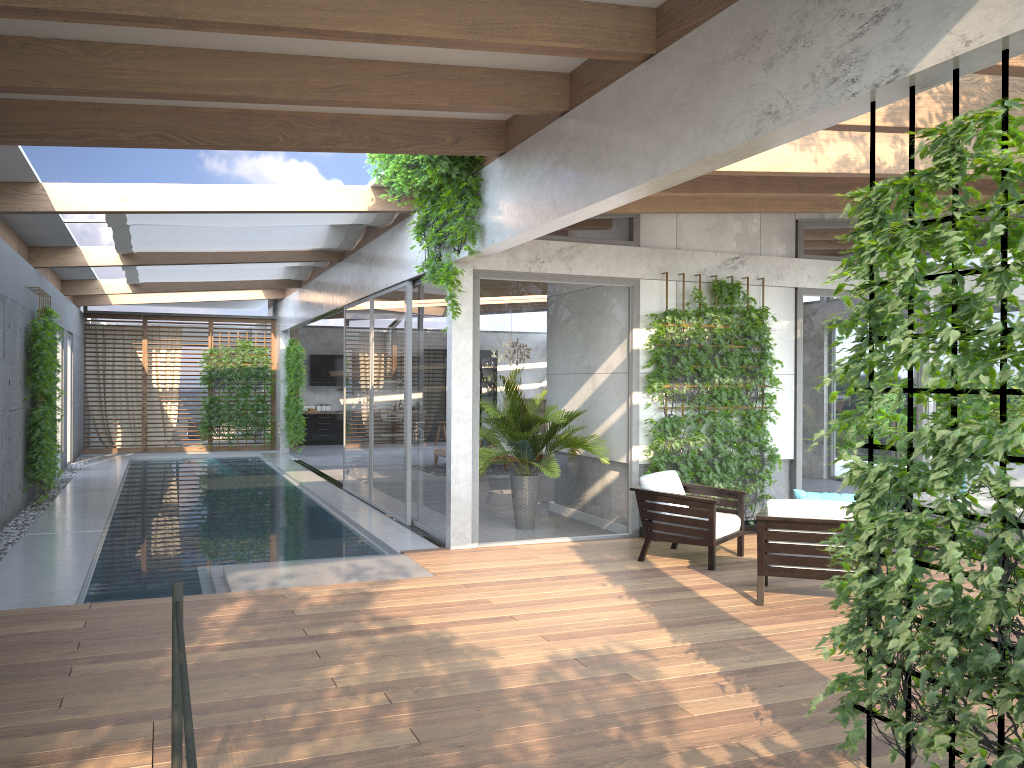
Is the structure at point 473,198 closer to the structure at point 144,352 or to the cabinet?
the structure at point 144,352

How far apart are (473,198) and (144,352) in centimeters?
1471cm

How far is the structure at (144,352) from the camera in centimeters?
1986cm

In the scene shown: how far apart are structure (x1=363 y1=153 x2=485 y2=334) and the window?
0.29m

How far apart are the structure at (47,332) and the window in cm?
67

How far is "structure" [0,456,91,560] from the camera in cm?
876

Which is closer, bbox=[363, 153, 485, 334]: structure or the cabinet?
bbox=[363, 153, 485, 334]: structure

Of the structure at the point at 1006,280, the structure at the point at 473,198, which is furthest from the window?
the structure at the point at 1006,280

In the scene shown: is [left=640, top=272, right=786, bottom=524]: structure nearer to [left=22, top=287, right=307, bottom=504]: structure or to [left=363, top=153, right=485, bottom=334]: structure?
[left=363, top=153, right=485, bottom=334]: structure

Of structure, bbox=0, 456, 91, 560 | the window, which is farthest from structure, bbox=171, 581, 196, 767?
structure, bbox=0, 456, 91, 560
